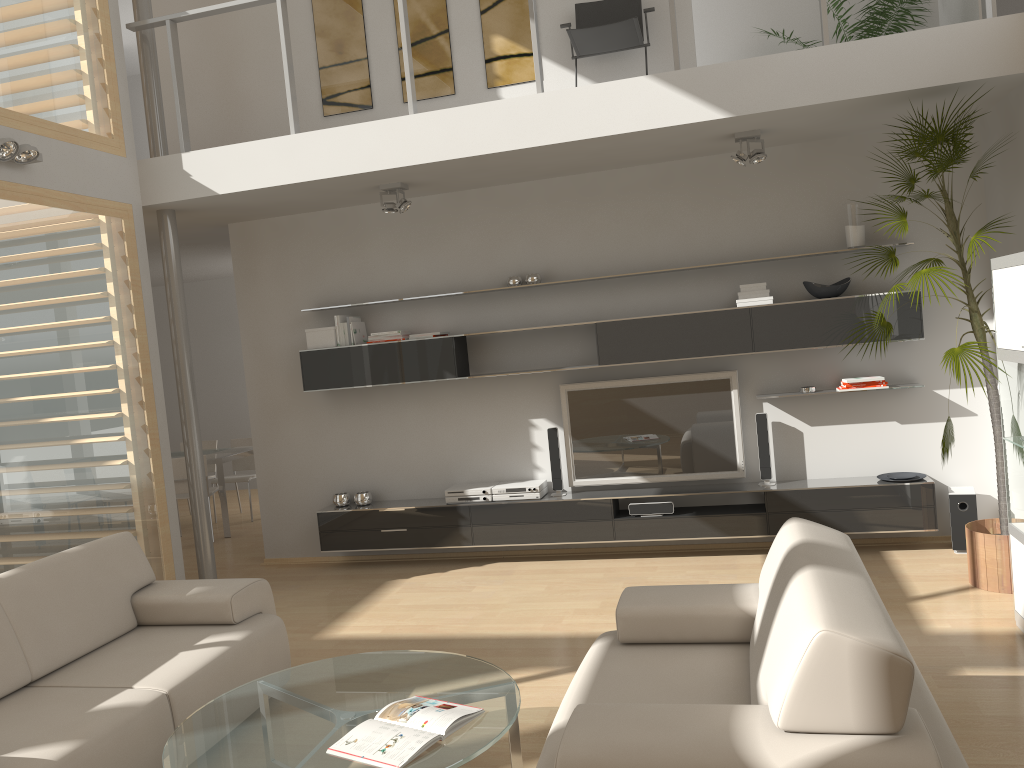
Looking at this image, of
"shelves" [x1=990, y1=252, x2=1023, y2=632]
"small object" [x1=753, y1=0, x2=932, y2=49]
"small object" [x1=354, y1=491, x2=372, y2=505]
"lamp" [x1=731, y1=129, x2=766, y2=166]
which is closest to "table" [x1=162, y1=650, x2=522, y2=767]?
"shelves" [x1=990, y1=252, x2=1023, y2=632]

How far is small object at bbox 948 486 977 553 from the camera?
5.5 meters

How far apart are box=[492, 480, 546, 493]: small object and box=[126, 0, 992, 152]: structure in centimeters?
260cm

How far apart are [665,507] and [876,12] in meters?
3.5

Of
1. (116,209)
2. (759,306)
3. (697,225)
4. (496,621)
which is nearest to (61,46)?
(116,209)

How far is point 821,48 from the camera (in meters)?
4.76

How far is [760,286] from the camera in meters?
5.8

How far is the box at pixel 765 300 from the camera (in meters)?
5.73

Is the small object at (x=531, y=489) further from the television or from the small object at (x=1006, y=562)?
the small object at (x=1006, y=562)

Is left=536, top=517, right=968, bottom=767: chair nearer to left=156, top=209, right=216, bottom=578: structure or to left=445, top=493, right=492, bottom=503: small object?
left=445, top=493, right=492, bottom=503: small object
